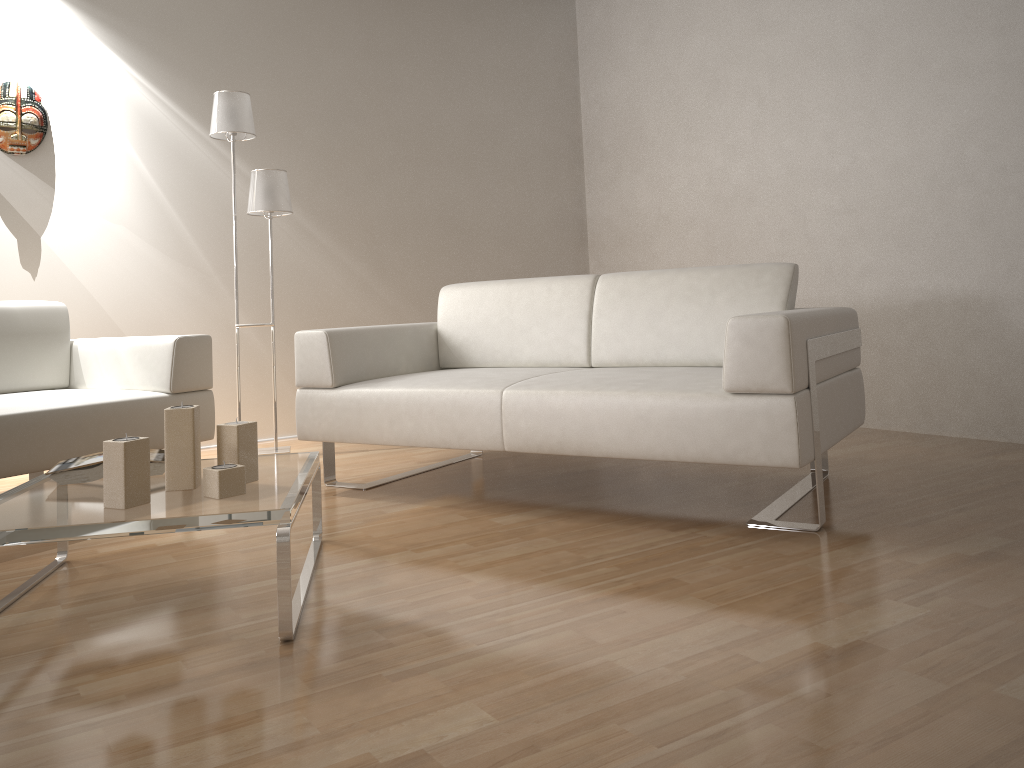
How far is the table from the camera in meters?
1.7 m

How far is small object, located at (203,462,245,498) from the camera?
1.9m

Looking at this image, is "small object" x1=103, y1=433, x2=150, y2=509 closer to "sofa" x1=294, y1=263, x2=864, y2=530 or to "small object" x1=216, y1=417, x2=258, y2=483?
"small object" x1=216, y1=417, x2=258, y2=483

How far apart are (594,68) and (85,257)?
3.2m

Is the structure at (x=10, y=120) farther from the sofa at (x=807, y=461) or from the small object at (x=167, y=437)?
the small object at (x=167, y=437)

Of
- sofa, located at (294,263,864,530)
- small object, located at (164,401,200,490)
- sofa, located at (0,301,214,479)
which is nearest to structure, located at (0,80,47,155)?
sofa, located at (0,301,214,479)

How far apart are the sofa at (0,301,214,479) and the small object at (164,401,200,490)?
0.98m

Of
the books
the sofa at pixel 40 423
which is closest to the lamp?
the sofa at pixel 40 423

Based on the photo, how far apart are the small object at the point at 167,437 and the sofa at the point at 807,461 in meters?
0.9 m

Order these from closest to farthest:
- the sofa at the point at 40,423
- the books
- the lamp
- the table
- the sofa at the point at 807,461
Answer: the table → the books → the sofa at the point at 807,461 → the sofa at the point at 40,423 → the lamp
